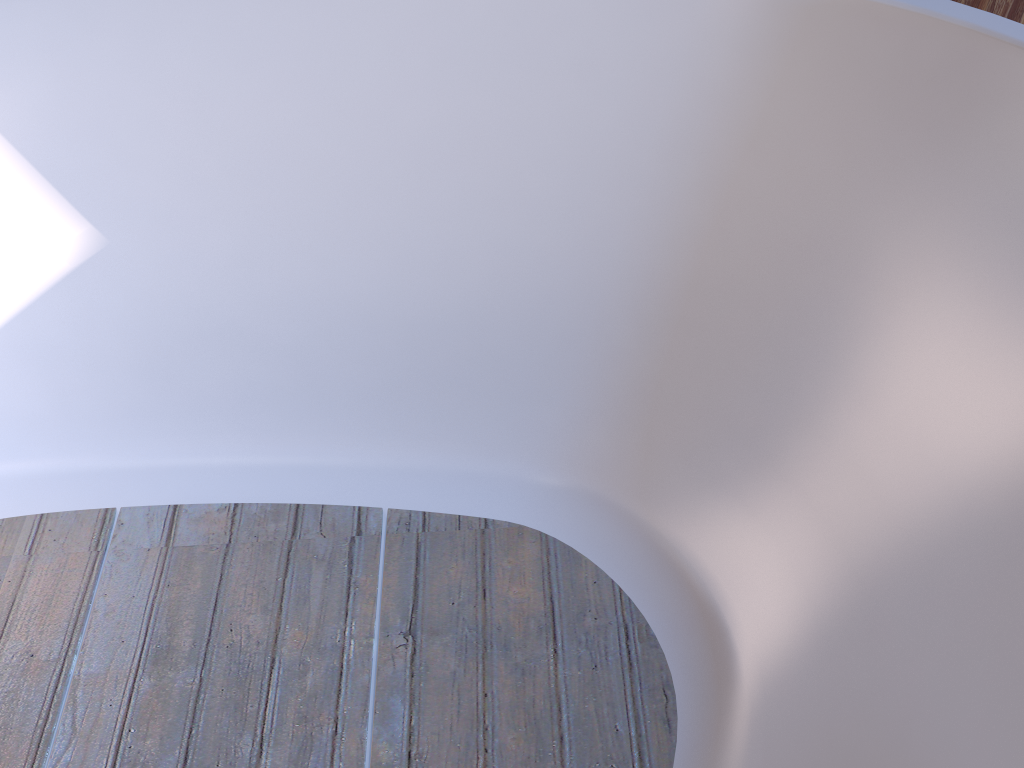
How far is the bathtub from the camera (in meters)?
0.81

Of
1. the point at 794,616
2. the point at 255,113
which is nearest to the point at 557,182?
the point at 255,113

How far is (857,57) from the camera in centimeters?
81cm

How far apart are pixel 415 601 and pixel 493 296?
0.4 meters
